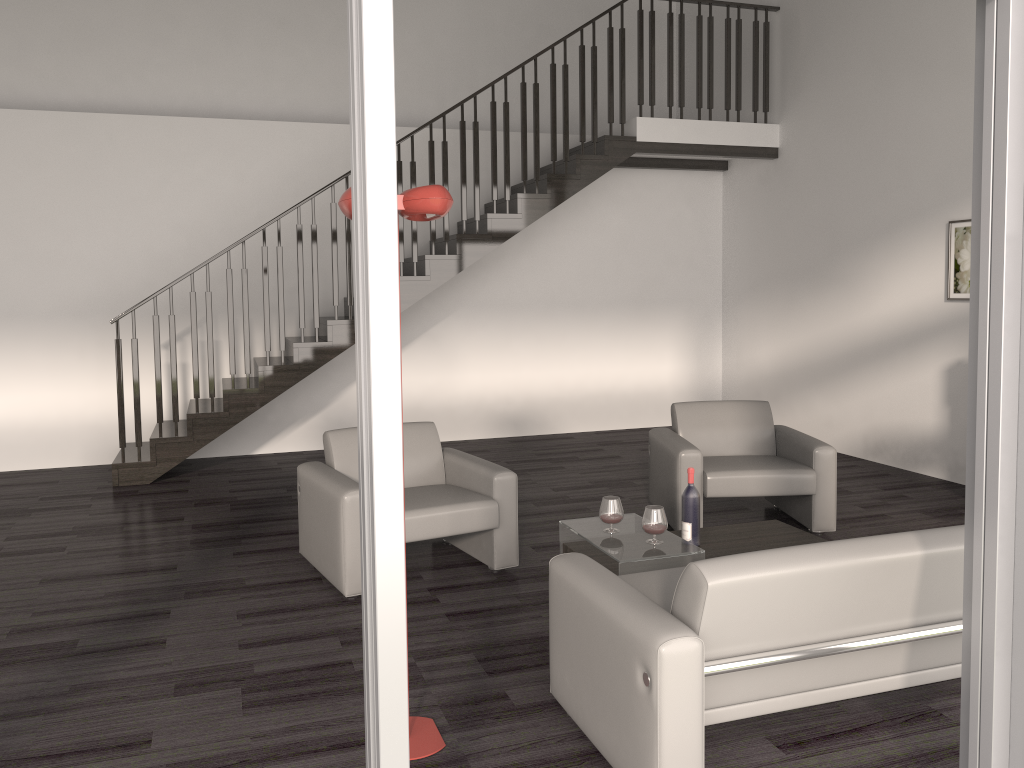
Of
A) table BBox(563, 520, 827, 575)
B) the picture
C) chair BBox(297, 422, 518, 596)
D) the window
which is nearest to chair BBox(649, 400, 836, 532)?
table BBox(563, 520, 827, 575)

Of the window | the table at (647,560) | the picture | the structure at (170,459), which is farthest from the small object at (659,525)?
the structure at (170,459)

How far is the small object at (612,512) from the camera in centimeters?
406cm

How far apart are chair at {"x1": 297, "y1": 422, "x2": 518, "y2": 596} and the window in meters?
2.5 m

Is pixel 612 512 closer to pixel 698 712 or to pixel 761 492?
pixel 761 492

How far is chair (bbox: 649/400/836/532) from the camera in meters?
5.1 m

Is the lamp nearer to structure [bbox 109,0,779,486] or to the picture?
structure [bbox 109,0,779,486]

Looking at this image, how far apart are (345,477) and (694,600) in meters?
2.4

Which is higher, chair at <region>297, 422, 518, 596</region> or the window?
the window

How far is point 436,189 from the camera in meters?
2.6
